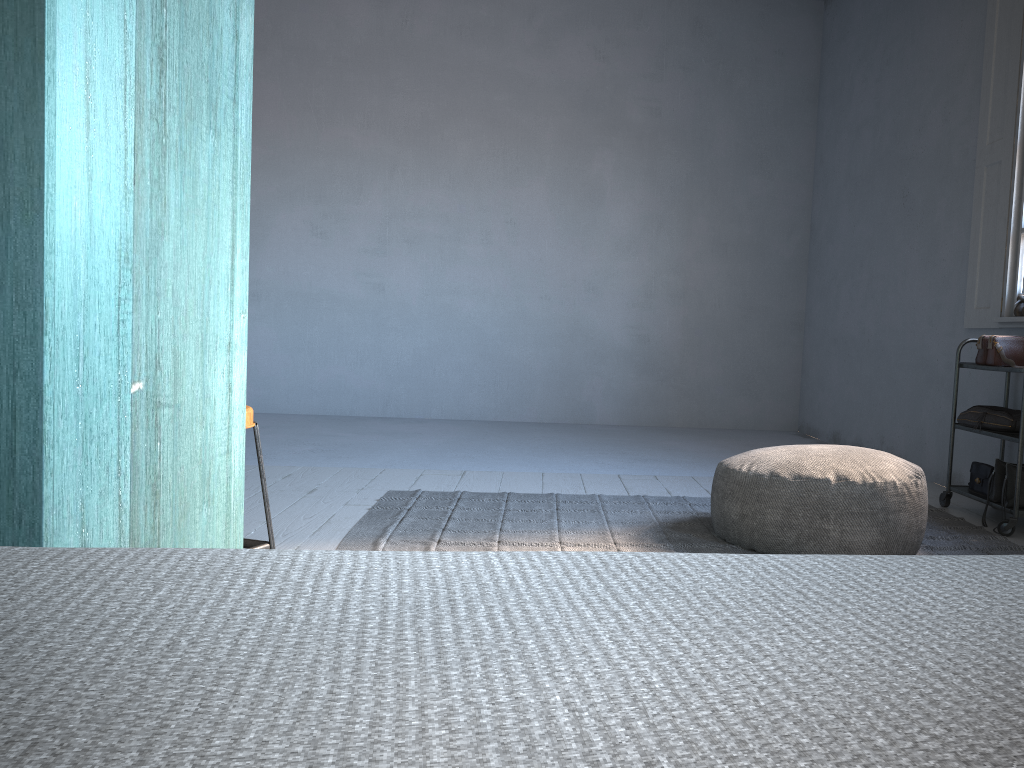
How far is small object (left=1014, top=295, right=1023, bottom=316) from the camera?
4.7 meters

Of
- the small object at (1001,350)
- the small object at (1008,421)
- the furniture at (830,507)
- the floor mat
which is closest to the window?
the small object at (1001,350)

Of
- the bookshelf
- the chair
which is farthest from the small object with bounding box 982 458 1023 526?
the bookshelf

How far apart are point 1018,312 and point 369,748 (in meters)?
5.30

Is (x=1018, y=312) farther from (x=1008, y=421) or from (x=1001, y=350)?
(x=1008, y=421)

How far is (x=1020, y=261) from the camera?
4.84m

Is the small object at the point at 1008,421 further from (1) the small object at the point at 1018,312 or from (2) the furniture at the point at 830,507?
(2) the furniture at the point at 830,507

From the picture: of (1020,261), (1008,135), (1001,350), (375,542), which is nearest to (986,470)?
(1001,350)

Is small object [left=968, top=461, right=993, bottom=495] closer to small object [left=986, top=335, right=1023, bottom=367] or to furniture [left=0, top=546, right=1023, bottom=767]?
small object [left=986, top=335, right=1023, bottom=367]

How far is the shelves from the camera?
4.2m
